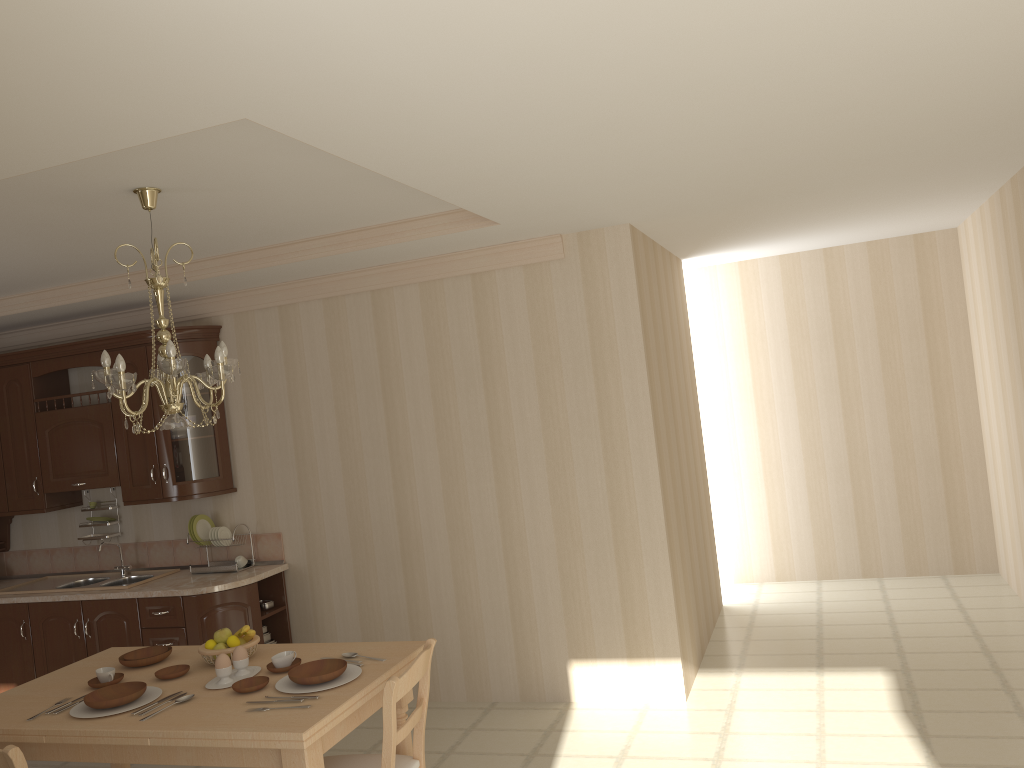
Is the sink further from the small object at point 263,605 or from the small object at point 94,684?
the small object at point 94,684

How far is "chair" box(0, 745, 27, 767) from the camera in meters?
2.6 m

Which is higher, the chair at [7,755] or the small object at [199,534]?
the small object at [199,534]

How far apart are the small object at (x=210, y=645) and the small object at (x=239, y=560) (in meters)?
1.90

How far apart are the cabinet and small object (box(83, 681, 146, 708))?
1.7m

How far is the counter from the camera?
4.88m

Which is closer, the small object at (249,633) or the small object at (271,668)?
the small object at (271,668)

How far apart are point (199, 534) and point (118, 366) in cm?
254

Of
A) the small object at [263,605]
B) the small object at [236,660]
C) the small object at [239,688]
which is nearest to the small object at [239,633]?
the small object at [236,660]

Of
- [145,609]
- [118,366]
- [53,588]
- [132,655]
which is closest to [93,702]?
[132,655]
